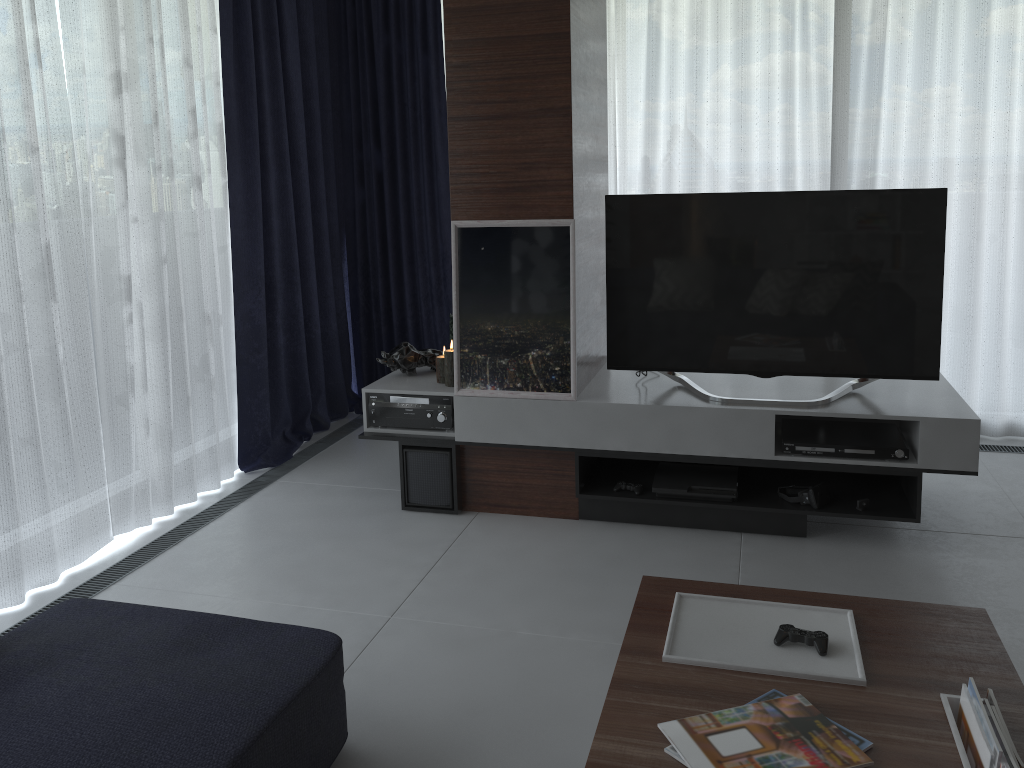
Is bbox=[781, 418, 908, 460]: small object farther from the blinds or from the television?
the blinds

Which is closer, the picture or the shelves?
the shelves

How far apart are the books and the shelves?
1.6m

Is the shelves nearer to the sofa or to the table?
the table

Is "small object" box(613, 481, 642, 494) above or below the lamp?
below

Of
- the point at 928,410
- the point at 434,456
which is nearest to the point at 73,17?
the point at 434,456

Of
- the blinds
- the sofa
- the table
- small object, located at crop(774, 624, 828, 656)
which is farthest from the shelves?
the sofa

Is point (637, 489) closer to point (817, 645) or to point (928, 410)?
point (928, 410)

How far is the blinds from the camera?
3.1m

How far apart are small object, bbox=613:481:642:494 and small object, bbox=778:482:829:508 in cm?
54
